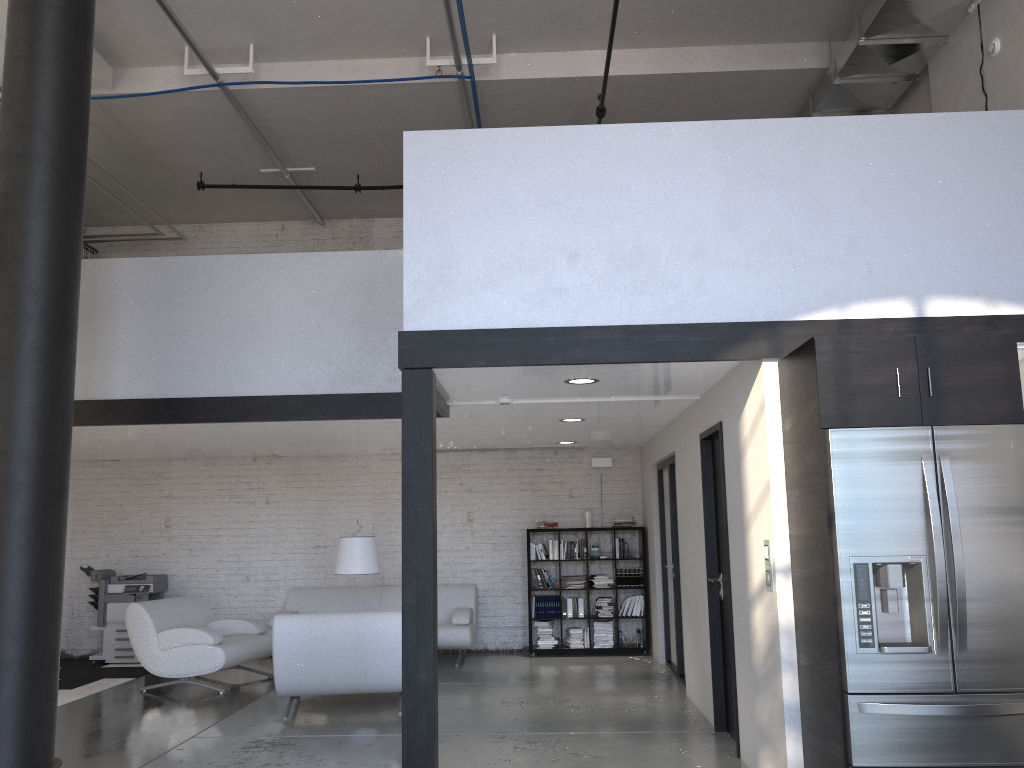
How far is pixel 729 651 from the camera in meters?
5.8 m

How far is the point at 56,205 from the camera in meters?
5.7

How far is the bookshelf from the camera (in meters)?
9.70

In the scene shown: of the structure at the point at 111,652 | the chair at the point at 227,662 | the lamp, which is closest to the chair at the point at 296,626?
the chair at the point at 227,662

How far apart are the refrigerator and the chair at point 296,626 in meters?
3.7

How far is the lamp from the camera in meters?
8.2

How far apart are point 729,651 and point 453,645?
3.9m

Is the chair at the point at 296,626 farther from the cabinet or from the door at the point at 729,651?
the cabinet

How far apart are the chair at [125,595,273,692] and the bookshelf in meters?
2.8 m

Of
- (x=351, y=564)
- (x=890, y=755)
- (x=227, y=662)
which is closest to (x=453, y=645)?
(x=351, y=564)
